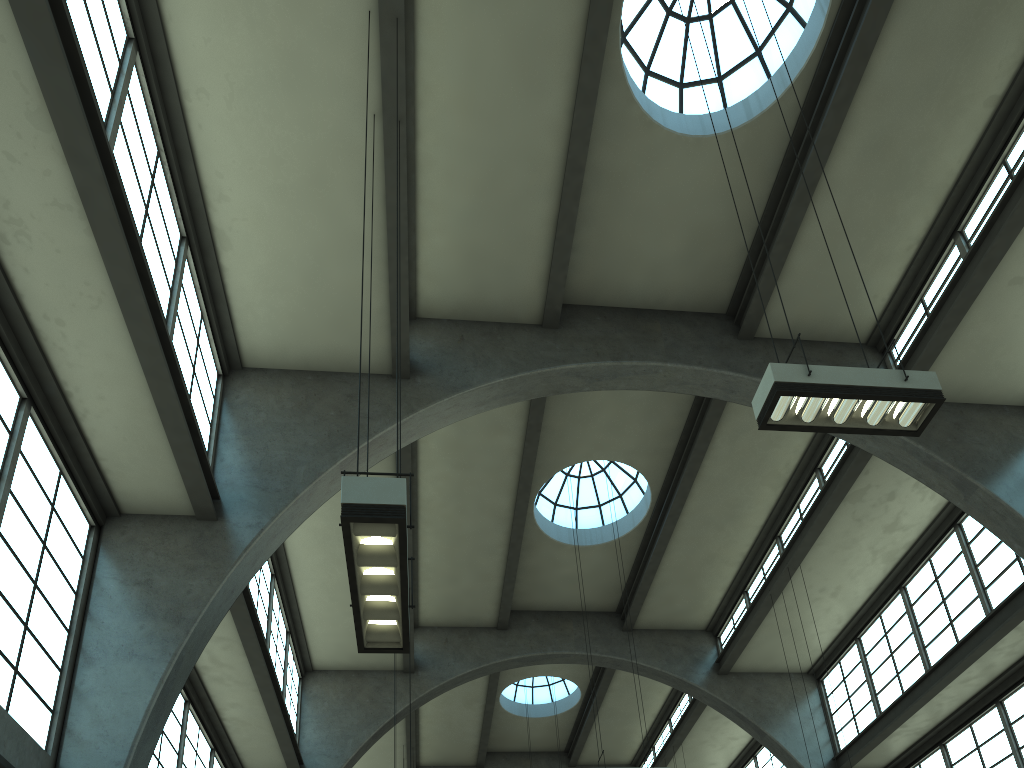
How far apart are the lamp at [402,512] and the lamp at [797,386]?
3.7 meters

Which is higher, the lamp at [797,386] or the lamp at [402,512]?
the lamp at [797,386]

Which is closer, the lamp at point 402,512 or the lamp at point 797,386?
the lamp at point 402,512

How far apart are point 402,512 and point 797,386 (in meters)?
4.03

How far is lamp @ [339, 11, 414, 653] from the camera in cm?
512

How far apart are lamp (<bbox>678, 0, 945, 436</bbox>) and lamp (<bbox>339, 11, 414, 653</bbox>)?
3.72m

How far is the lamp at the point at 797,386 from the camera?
7.24m

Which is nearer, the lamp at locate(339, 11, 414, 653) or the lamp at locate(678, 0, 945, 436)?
the lamp at locate(339, 11, 414, 653)
